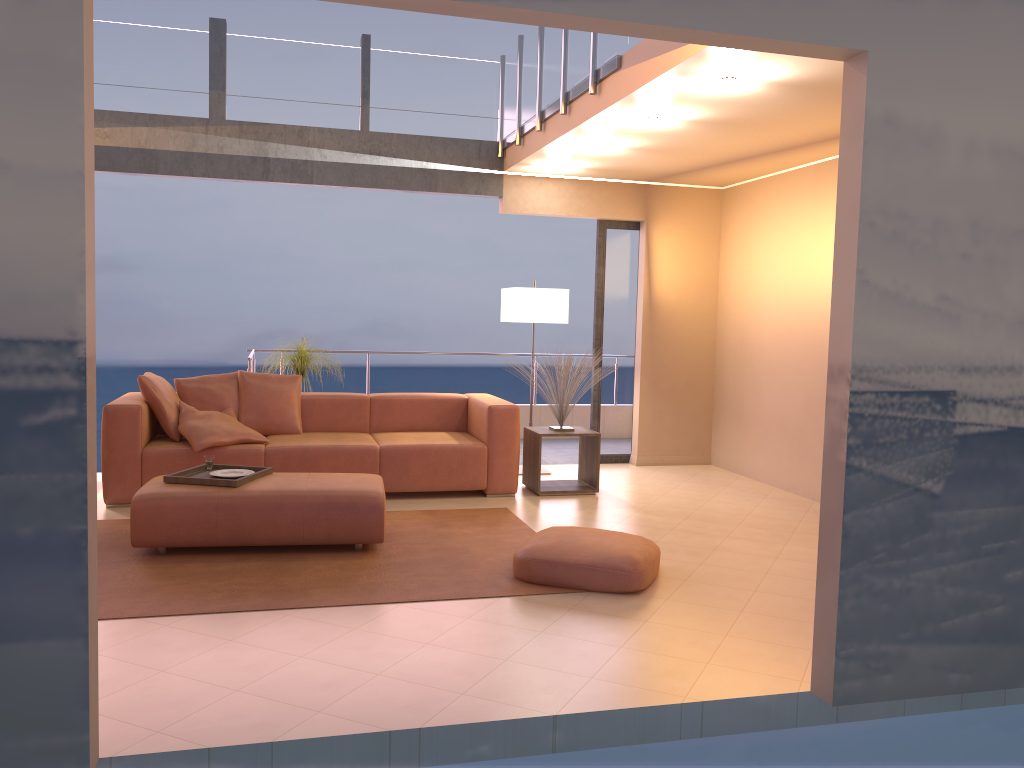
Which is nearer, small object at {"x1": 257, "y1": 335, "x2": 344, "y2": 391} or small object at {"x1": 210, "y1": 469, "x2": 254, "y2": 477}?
small object at {"x1": 210, "y1": 469, "x2": 254, "y2": 477}

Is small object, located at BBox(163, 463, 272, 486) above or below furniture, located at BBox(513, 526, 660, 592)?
above

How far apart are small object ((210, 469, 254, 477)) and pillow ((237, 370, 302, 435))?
1.34m

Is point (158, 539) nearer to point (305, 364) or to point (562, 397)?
point (305, 364)

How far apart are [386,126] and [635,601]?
4.6m

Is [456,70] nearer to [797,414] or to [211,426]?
[211,426]

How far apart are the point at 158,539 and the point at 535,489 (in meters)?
2.74

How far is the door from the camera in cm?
778

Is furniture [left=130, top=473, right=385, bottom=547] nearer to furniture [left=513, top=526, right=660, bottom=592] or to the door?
furniture [left=513, top=526, right=660, bottom=592]

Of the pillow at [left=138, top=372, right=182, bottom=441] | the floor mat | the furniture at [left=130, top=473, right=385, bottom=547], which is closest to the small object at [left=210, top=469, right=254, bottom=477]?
the furniture at [left=130, top=473, right=385, bottom=547]
